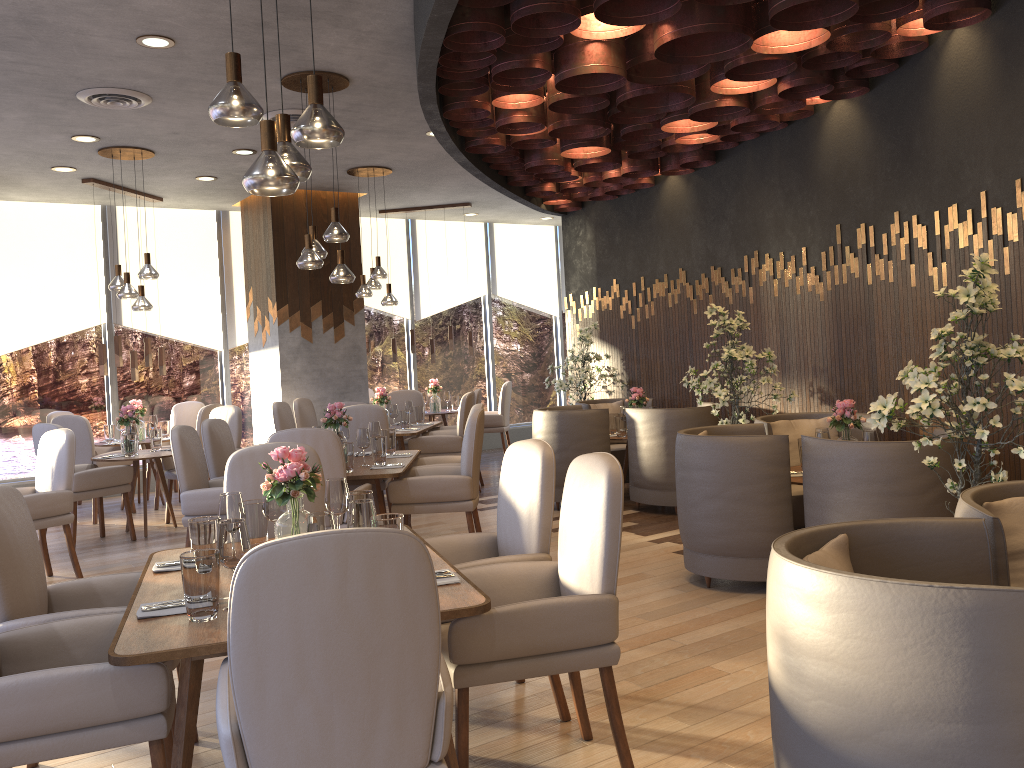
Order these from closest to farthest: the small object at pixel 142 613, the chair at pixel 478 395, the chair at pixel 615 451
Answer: the small object at pixel 142 613, the chair at pixel 615 451, the chair at pixel 478 395

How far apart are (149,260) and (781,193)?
5.1 meters

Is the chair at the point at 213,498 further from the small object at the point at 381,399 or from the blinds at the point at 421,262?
the blinds at the point at 421,262

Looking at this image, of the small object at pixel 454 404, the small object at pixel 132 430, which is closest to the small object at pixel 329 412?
the small object at pixel 132 430

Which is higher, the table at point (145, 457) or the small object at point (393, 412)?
the small object at point (393, 412)

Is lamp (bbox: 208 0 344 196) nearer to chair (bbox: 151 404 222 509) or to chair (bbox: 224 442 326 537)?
chair (bbox: 224 442 326 537)

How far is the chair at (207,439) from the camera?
5.9 meters

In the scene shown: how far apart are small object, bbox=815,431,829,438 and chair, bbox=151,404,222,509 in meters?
5.9 m

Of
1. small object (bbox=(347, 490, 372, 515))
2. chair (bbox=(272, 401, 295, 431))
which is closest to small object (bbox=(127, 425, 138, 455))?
chair (bbox=(272, 401, 295, 431))

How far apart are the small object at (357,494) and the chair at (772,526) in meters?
2.1 m
